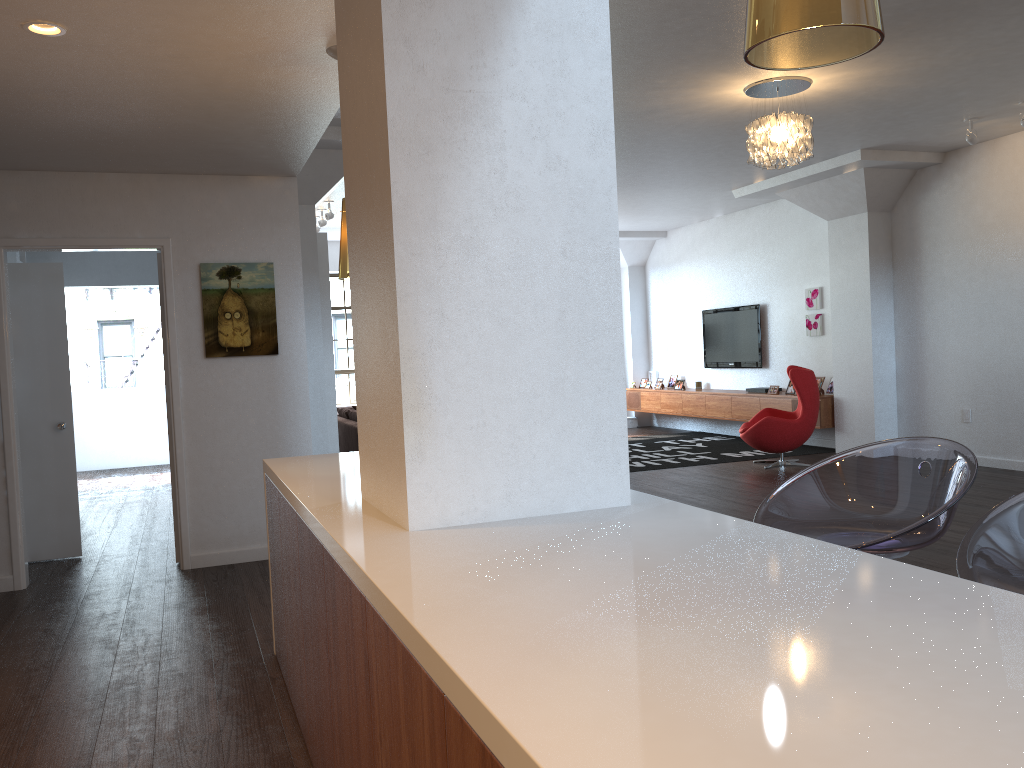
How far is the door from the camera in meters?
6.0

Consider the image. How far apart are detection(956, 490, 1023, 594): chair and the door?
5.84m

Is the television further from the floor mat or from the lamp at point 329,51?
the lamp at point 329,51

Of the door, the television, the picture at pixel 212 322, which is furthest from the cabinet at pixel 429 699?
the television

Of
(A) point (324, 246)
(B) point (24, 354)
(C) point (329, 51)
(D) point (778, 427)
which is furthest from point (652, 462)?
(C) point (329, 51)

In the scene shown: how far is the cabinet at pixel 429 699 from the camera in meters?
1.3

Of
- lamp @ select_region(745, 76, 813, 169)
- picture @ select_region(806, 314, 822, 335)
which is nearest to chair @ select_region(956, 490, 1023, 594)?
lamp @ select_region(745, 76, 813, 169)

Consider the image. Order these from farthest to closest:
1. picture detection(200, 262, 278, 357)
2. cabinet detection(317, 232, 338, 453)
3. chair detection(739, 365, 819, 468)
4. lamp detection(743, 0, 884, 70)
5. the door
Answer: chair detection(739, 365, 819, 468) < cabinet detection(317, 232, 338, 453) < the door < picture detection(200, 262, 278, 357) < lamp detection(743, 0, 884, 70)

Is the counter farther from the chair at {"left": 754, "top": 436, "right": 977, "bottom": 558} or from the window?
the window

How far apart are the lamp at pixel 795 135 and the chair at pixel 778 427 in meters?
3.1
